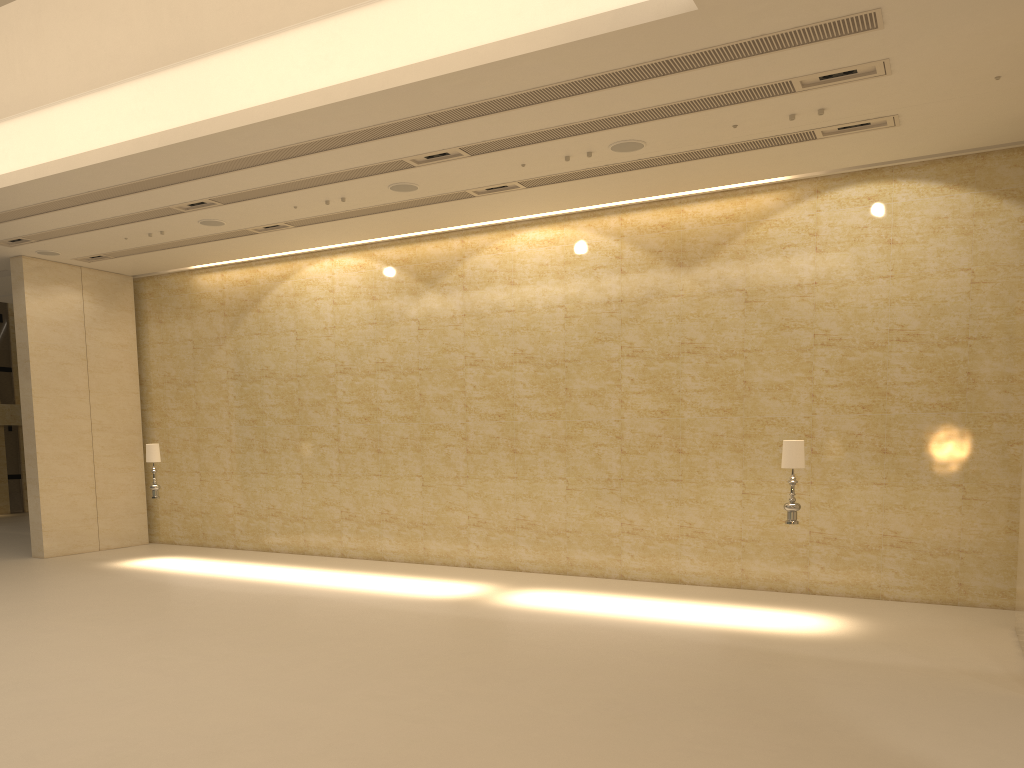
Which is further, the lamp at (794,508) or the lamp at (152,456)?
the lamp at (152,456)

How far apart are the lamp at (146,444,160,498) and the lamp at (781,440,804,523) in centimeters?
1100cm

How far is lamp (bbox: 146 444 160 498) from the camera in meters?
15.8 m

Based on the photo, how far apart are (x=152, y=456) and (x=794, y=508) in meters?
11.2 m

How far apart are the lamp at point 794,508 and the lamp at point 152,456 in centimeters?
1100cm

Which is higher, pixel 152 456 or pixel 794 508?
pixel 152 456

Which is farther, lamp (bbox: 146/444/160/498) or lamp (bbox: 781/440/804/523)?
lamp (bbox: 146/444/160/498)

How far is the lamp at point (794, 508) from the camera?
10.86m

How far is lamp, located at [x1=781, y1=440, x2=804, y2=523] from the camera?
10.9m

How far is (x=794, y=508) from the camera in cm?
1086
